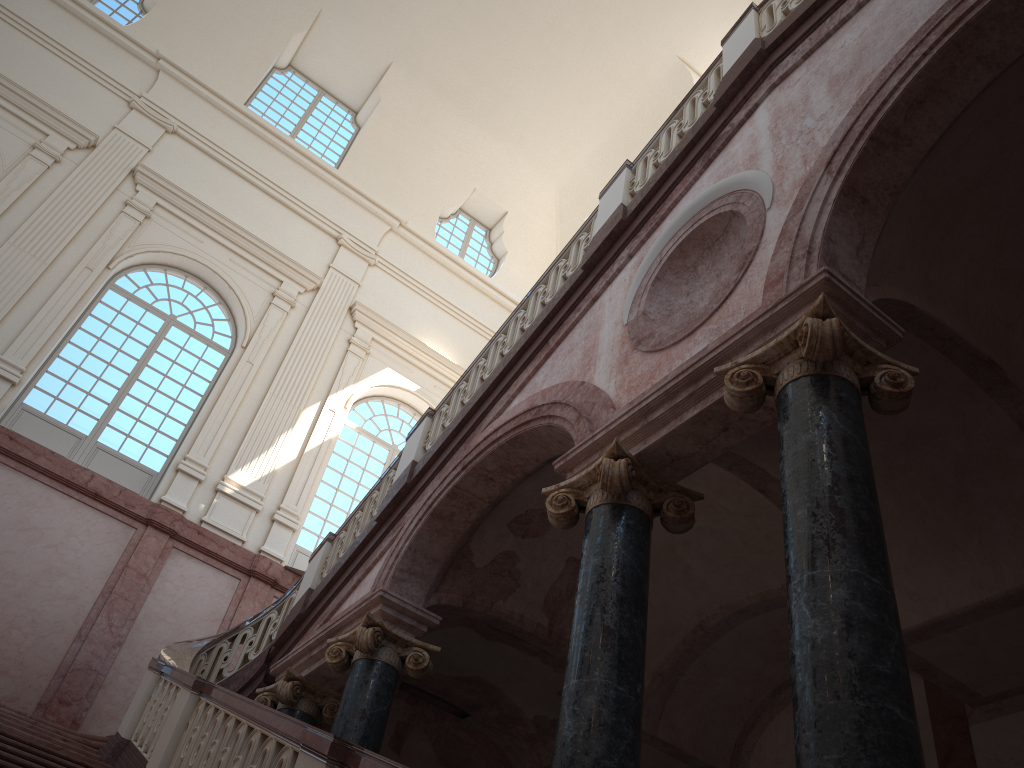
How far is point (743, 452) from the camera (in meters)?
6.46

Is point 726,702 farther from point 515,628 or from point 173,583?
point 173,583
